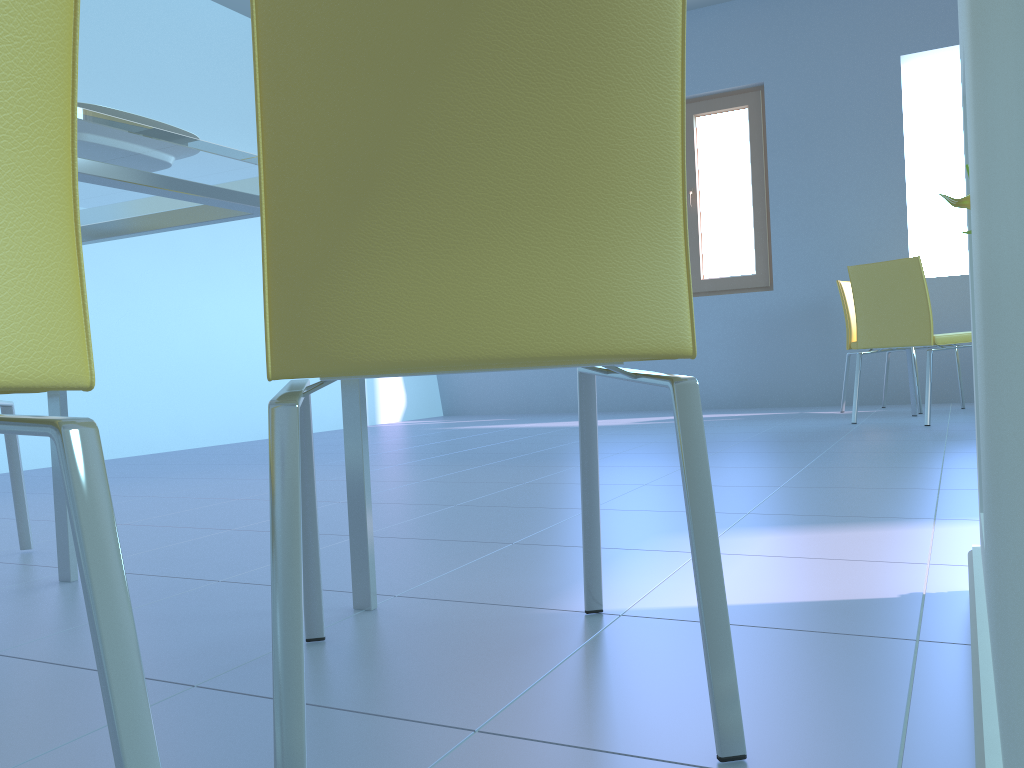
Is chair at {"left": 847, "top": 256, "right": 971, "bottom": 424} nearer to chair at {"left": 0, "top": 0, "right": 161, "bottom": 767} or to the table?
the table

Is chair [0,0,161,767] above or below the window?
below

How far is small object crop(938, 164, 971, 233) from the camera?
0.9m

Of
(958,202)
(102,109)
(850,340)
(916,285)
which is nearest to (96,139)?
(102,109)

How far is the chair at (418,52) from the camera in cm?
68

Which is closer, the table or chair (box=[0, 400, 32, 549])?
the table

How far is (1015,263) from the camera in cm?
24

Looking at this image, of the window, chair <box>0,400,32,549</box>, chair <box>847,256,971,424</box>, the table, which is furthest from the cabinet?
the window

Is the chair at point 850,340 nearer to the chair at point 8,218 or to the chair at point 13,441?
the chair at point 13,441

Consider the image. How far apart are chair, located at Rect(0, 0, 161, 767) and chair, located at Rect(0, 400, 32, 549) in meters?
→ 1.4
